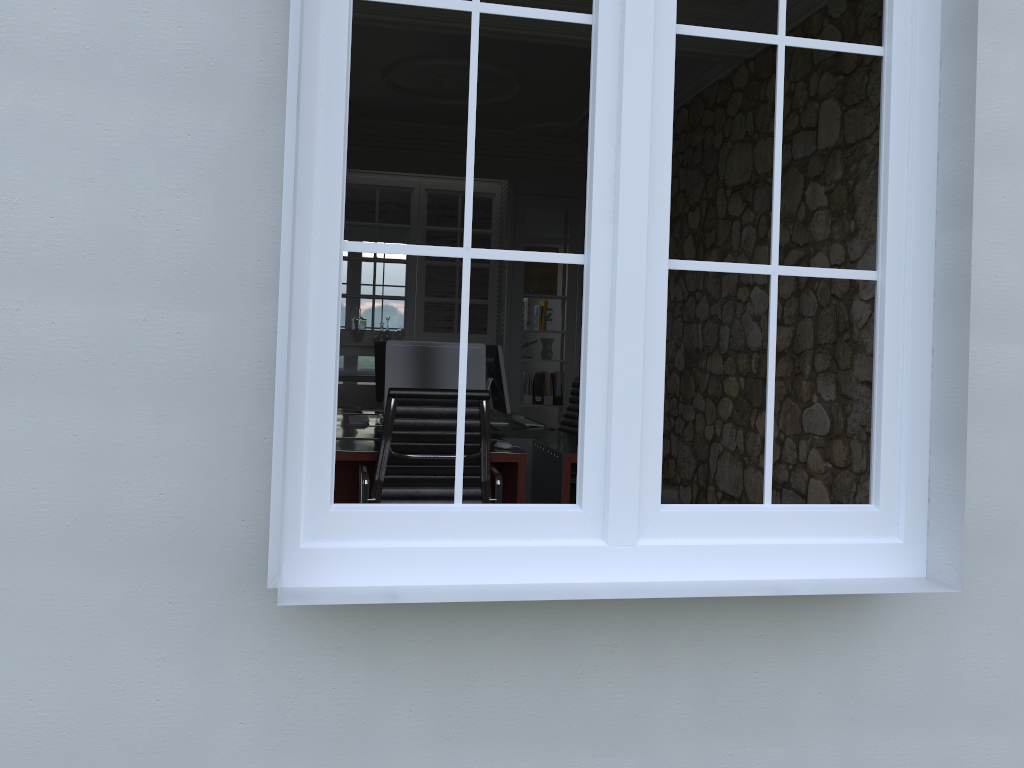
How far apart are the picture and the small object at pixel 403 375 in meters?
3.6 m

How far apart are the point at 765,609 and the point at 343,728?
1.06m

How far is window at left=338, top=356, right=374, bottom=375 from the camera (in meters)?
11.23

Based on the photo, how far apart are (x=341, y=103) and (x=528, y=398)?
5.9m

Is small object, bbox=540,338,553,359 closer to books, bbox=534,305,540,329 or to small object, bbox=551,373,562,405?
books, bbox=534,305,540,329

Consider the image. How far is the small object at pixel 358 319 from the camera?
7.5m

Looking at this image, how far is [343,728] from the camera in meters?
2.0

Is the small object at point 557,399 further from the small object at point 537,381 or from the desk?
the desk

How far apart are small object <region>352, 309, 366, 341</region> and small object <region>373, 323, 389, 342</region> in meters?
0.2

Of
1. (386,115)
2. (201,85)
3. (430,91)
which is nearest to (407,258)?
(386,115)
